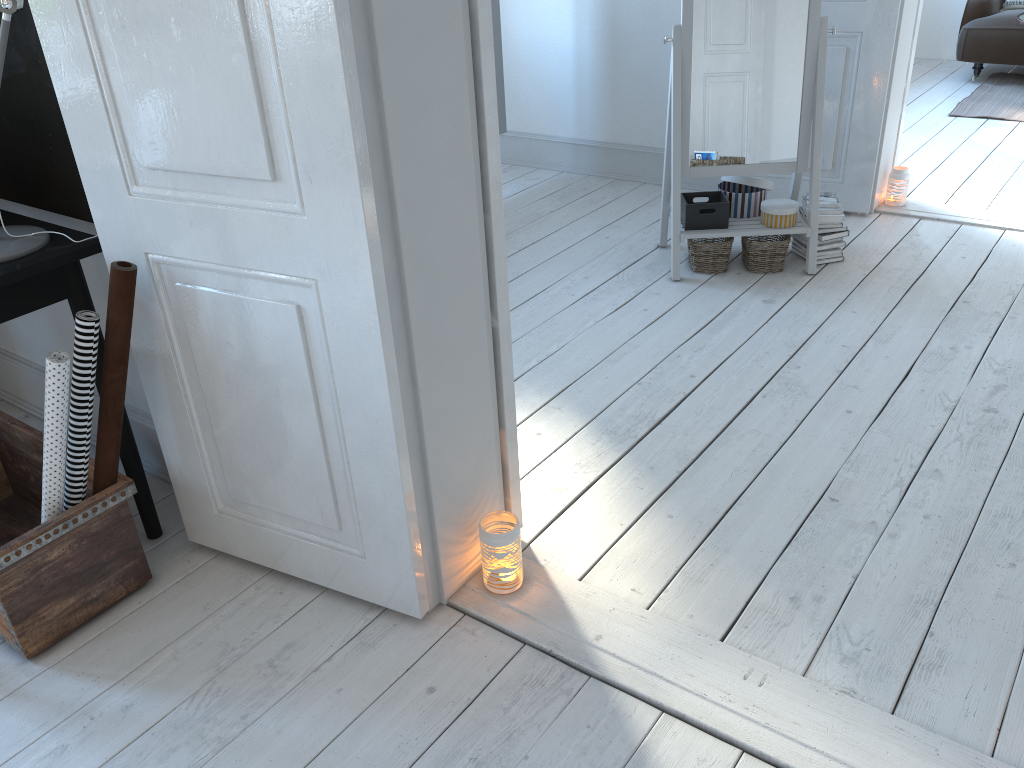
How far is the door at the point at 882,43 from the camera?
3.62m

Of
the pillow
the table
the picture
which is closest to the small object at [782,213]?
the picture

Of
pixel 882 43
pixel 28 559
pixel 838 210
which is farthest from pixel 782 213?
pixel 28 559

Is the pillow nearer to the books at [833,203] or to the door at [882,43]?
the door at [882,43]

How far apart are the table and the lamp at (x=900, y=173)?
2.3m

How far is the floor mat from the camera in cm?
549

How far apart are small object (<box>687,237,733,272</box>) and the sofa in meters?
3.8

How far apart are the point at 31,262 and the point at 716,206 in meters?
2.4

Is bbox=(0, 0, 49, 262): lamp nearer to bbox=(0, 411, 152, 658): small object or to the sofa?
bbox=(0, 411, 152, 658): small object

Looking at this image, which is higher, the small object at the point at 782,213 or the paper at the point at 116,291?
the paper at the point at 116,291
